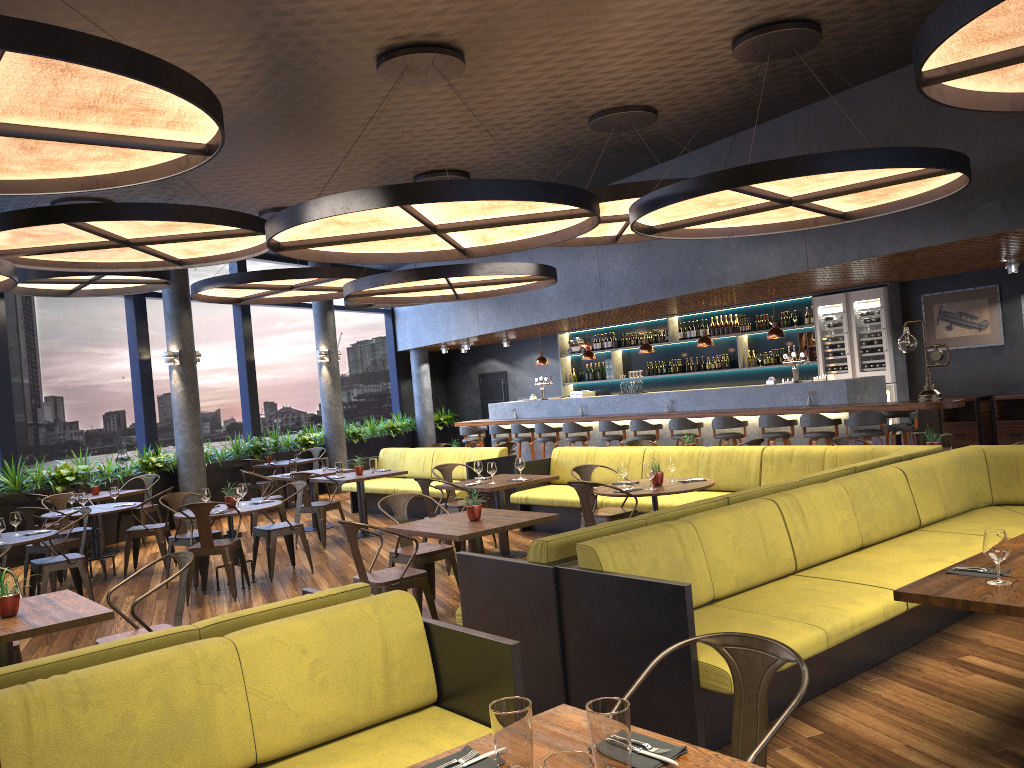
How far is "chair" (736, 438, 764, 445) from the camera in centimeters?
928cm

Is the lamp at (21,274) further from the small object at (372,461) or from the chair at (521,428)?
the chair at (521,428)

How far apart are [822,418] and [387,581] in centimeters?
675cm

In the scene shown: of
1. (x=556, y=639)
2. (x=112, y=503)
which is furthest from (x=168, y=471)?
(x=556, y=639)

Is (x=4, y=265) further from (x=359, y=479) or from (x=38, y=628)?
(x=38, y=628)

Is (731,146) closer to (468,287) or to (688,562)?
(468,287)

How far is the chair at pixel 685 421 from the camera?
12.3m

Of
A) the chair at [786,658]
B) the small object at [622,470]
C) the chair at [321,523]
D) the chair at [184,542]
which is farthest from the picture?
the chair at [786,658]

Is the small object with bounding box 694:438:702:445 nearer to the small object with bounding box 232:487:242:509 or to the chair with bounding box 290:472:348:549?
the chair with bounding box 290:472:348:549

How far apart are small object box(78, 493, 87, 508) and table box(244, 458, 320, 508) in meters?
5.0
